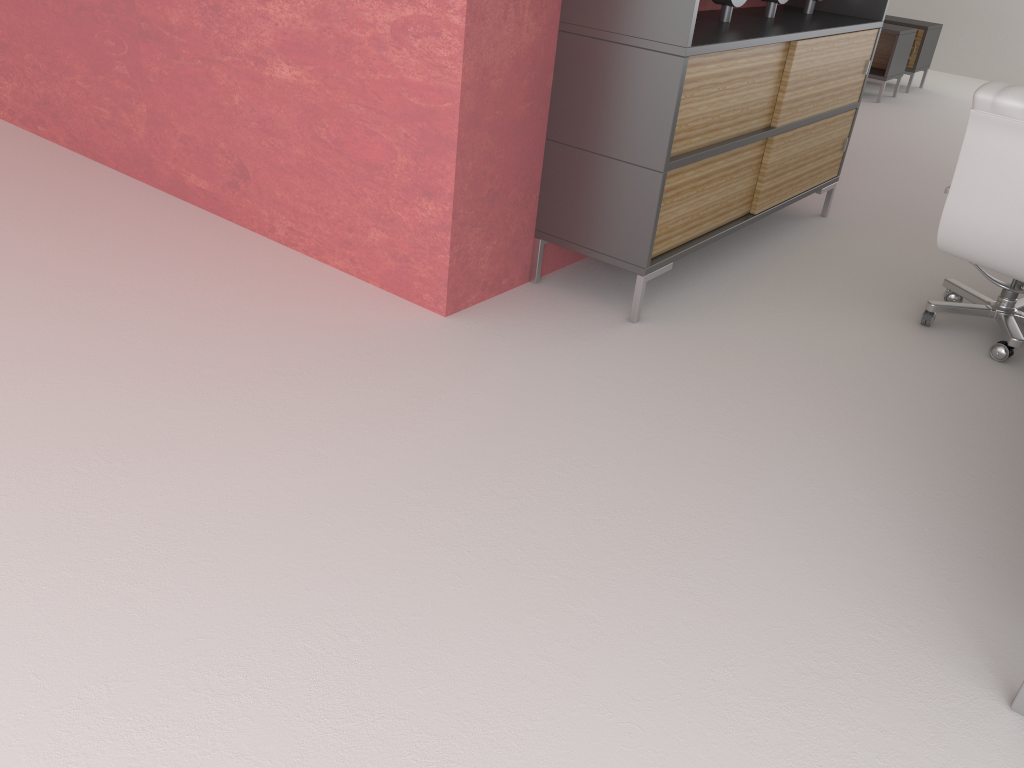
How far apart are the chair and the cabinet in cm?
126

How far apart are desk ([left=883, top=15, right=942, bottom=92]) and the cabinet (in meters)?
8.15

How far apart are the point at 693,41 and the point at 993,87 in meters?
1.8

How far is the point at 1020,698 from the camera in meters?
3.1 m

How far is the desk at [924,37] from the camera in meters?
14.3

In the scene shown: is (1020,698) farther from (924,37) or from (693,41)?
(924,37)

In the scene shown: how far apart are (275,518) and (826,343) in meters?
3.7 m

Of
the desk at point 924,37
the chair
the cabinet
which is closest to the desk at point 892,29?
the desk at point 924,37

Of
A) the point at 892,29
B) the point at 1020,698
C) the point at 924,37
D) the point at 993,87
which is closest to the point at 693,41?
the point at 993,87

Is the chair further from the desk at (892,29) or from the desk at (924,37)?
the desk at (924,37)
